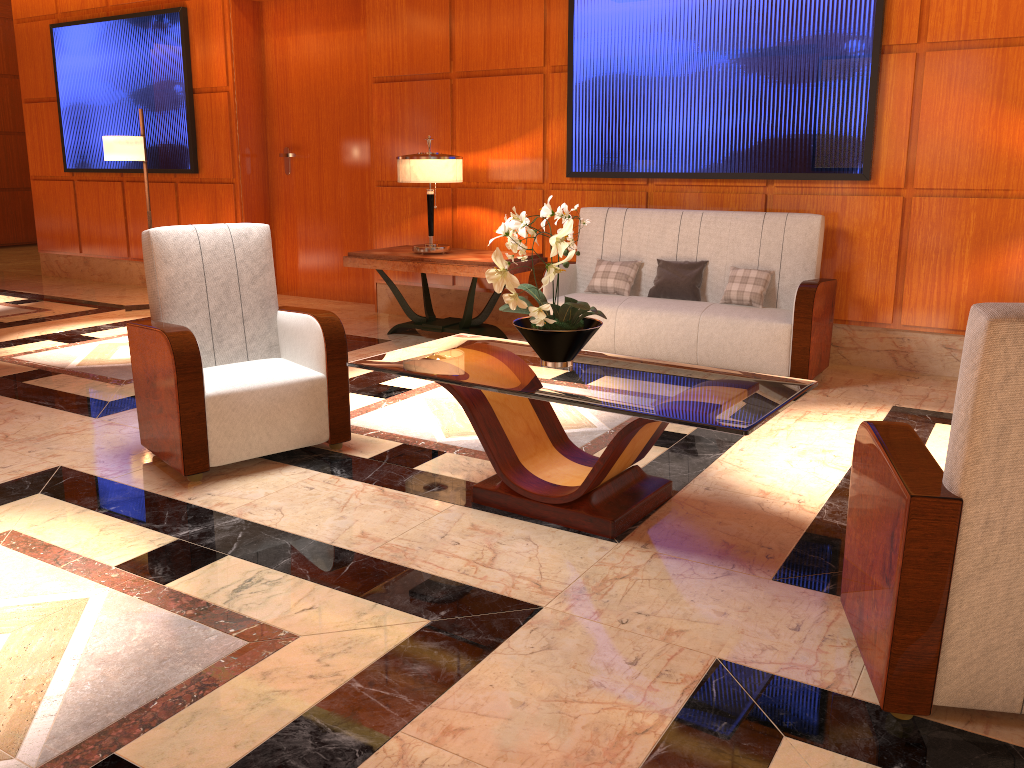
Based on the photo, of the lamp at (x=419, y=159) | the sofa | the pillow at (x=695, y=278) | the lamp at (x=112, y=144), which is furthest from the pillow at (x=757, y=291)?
the lamp at (x=112, y=144)

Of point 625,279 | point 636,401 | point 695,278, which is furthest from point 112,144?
point 636,401

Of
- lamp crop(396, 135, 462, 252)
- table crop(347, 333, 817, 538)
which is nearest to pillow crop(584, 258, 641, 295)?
lamp crop(396, 135, 462, 252)

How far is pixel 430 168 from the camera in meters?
5.9

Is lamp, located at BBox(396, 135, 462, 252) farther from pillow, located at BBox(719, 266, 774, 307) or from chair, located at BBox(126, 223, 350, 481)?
chair, located at BBox(126, 223, 350, 481)

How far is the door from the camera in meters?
7.5 m

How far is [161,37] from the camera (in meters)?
7.97

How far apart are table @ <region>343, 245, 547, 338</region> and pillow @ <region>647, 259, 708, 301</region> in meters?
0.9

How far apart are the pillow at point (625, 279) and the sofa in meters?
0.1 m

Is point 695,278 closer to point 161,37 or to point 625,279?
point 625,279
